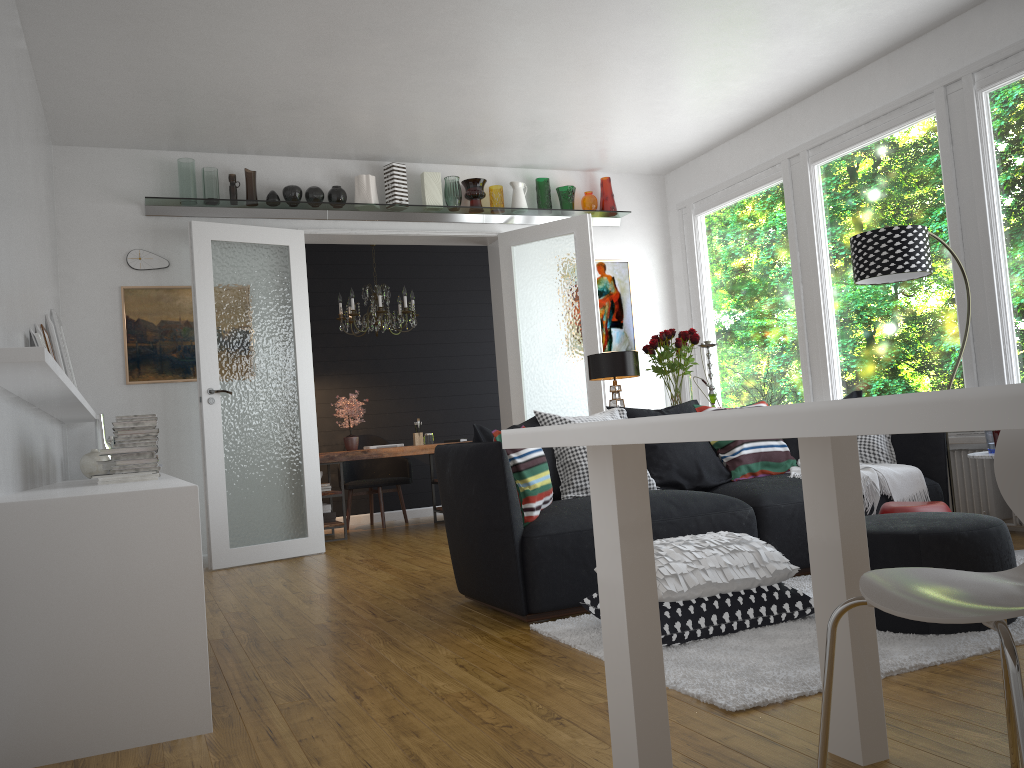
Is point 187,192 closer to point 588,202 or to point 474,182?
point 474,182

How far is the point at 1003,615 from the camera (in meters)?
1.41

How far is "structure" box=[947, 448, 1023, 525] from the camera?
5.1m

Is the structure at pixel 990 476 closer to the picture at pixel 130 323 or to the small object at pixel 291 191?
the small object at pixel 291 191

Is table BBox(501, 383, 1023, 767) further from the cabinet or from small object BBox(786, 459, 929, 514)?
small object BBox(786, 459, 929, 514)

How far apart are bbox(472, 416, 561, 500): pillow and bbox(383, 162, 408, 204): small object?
3.2 meters

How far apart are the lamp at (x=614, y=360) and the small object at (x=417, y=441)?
3.20m

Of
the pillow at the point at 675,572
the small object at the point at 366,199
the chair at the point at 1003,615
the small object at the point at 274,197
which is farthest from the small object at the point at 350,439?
the chair at the point at 1003,615

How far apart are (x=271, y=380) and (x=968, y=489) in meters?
4.7

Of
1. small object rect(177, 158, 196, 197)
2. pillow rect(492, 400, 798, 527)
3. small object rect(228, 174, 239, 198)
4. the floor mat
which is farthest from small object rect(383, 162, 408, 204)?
the floor mat
